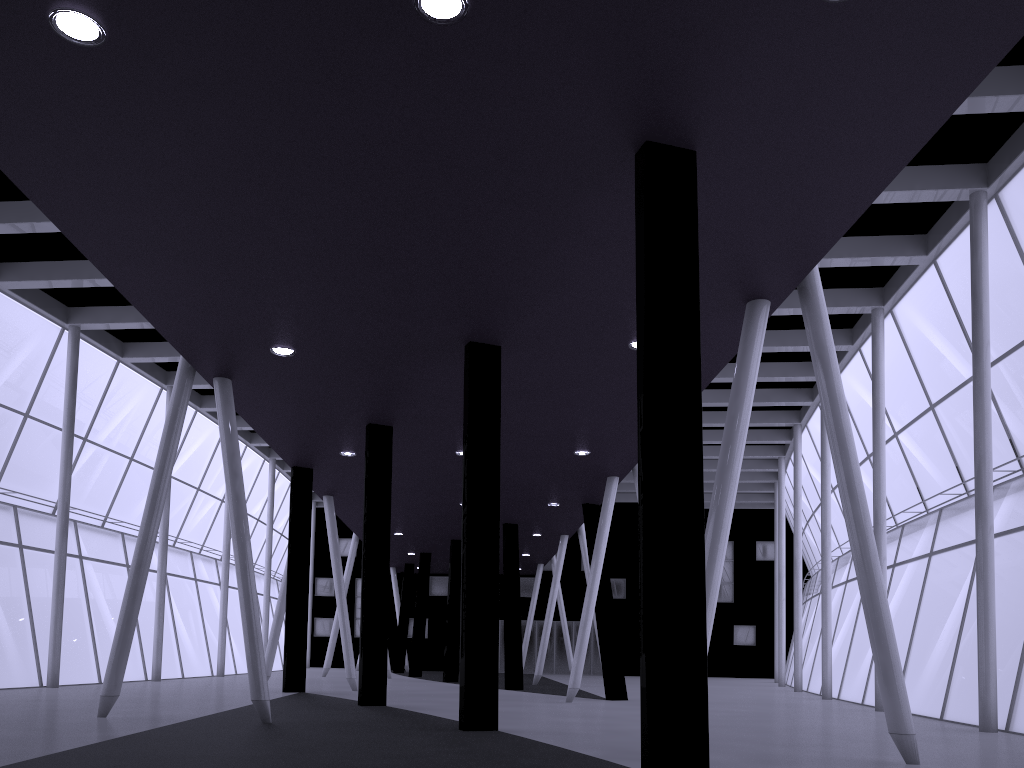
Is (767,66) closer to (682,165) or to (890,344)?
(682,165)

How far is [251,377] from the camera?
20.8 meters
